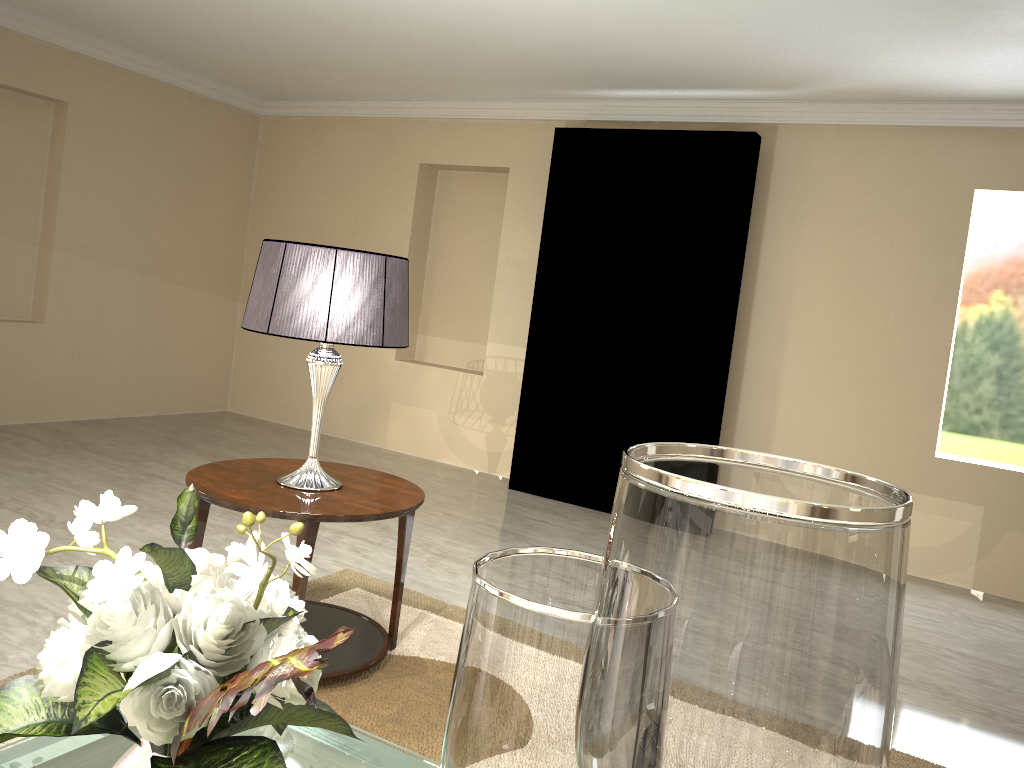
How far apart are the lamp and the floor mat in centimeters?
54cm

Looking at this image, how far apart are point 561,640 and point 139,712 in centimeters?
50cm

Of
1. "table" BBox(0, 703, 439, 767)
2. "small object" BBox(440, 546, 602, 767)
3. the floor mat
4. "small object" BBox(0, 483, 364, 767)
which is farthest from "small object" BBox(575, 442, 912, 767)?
"table" BBox(0, 703, 439, 767)

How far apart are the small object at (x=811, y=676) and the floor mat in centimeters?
154cm

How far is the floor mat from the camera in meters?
2.3

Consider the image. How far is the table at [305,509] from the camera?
2.3 meters

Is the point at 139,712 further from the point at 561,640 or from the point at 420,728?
the point at 420,728

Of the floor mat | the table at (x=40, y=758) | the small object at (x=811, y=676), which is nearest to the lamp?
the floor mat

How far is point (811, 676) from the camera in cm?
63

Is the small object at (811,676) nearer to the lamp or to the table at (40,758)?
the lamp
